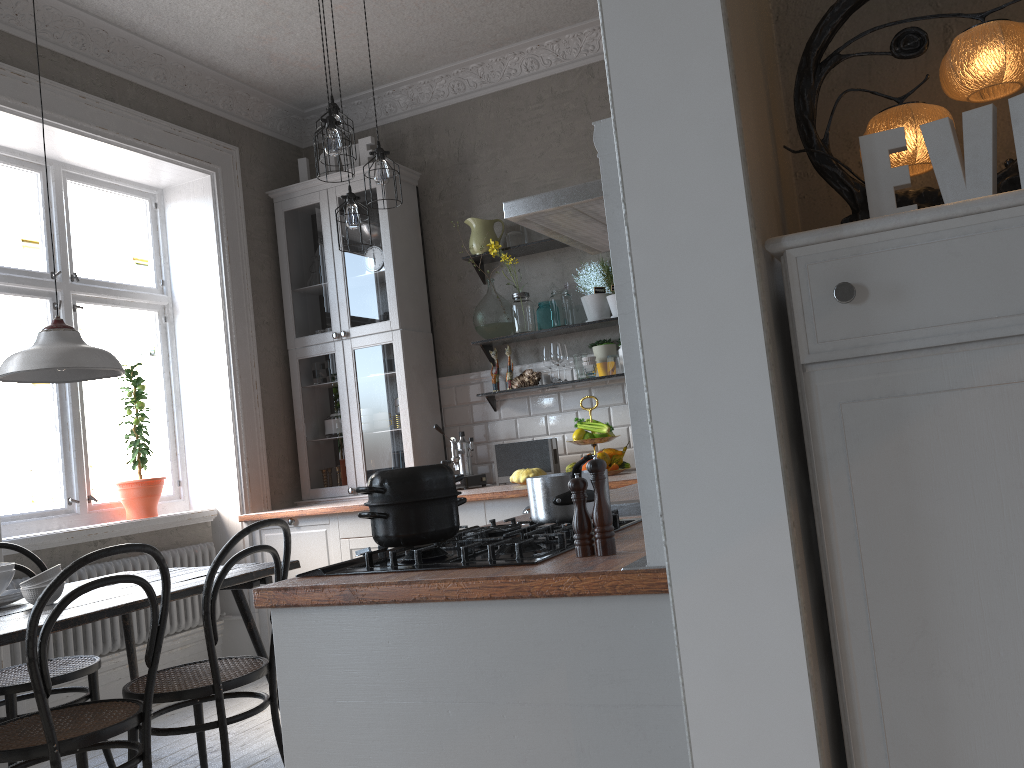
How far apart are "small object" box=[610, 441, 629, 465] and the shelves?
0.7 meters

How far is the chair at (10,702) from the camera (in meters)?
3.03

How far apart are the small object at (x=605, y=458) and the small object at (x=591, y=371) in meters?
0.5 m

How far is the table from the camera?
→ 2.47m

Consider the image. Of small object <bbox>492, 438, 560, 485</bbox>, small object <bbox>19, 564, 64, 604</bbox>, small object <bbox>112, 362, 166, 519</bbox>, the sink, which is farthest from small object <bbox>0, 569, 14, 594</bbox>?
small object <bbox>492, 438, 560, 485</bbox>

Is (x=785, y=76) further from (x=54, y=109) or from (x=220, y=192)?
(x=220, y=192)

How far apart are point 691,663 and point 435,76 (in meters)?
4.70

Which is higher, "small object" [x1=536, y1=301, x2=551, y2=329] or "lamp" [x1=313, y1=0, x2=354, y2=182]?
"lamp" [x1=313, y1=0, x2=354, y2=182]

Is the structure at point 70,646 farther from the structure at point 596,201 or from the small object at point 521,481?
the structure at point 596,201

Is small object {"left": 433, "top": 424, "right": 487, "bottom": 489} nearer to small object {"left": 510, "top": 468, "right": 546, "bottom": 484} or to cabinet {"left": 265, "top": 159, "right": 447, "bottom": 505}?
cabinet {"left": 265, "top": 159, "right": 447, "bottom": 505}
